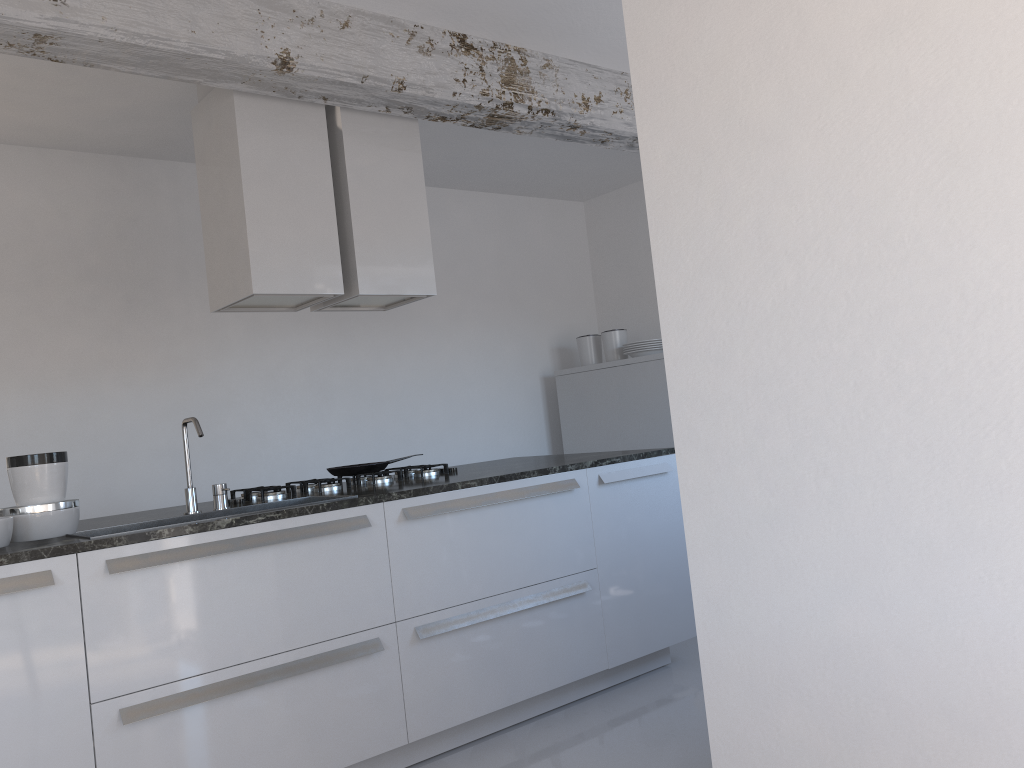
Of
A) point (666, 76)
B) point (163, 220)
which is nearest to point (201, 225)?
point (163, 220)

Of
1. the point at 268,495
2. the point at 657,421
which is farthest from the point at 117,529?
the point at 657,421

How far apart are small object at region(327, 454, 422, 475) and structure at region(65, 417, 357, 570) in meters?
0.5

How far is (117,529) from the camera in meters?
3.0 m

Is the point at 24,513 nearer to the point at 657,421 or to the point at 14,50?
the point at 14,50

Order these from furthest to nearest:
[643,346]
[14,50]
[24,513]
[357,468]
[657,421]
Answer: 1. [643,346]
2. [657,421]
3. [357,468]
4. [14,50]
5. [24,513]

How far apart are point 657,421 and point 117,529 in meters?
3.6 m

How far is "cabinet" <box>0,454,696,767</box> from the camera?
2.49m

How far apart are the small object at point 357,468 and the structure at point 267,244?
0.7m

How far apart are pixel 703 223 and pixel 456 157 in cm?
374
